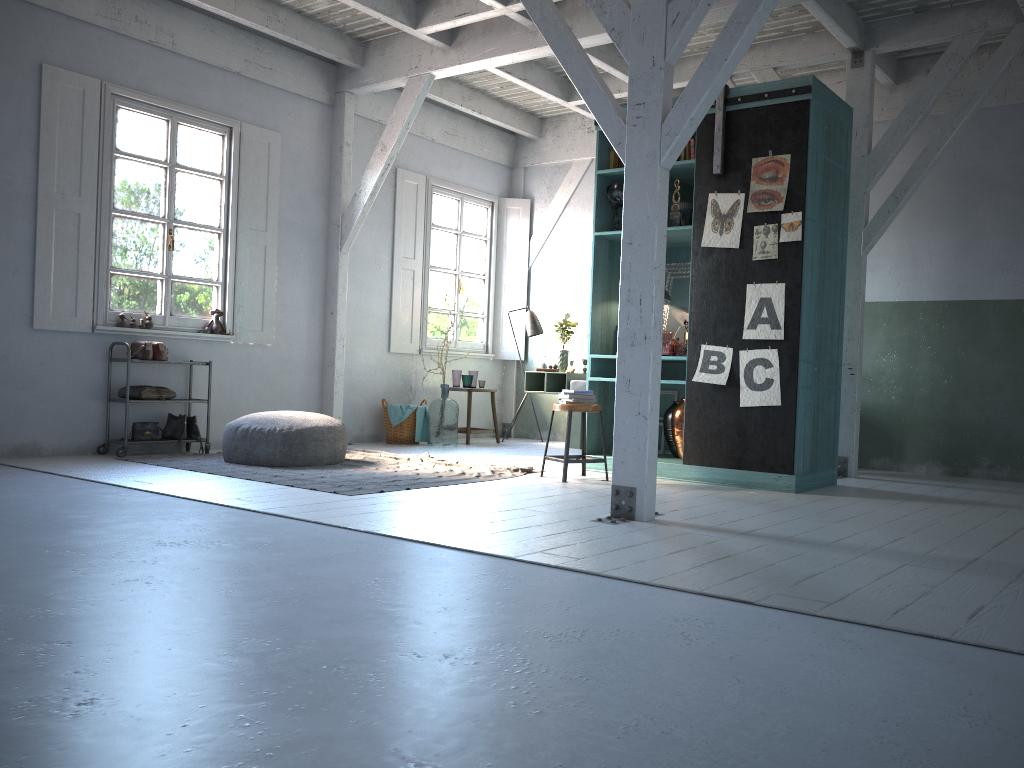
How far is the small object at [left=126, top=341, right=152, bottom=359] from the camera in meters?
8.5 m

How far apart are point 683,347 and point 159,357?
4.99m

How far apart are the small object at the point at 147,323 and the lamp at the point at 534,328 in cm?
483

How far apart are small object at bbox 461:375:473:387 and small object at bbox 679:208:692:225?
4.3 meters

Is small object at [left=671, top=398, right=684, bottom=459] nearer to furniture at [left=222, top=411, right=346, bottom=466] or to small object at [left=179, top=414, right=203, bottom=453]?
furniture at [left=222, top=411, right=346, bottom=466]

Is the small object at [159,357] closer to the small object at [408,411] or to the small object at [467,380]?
the small object at [408,411]

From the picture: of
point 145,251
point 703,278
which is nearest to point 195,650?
point 703,278

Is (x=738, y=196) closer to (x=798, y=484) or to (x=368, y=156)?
(x=798, y=484)

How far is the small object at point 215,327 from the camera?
9.3m

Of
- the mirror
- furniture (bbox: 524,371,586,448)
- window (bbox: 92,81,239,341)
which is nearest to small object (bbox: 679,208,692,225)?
the mirror
